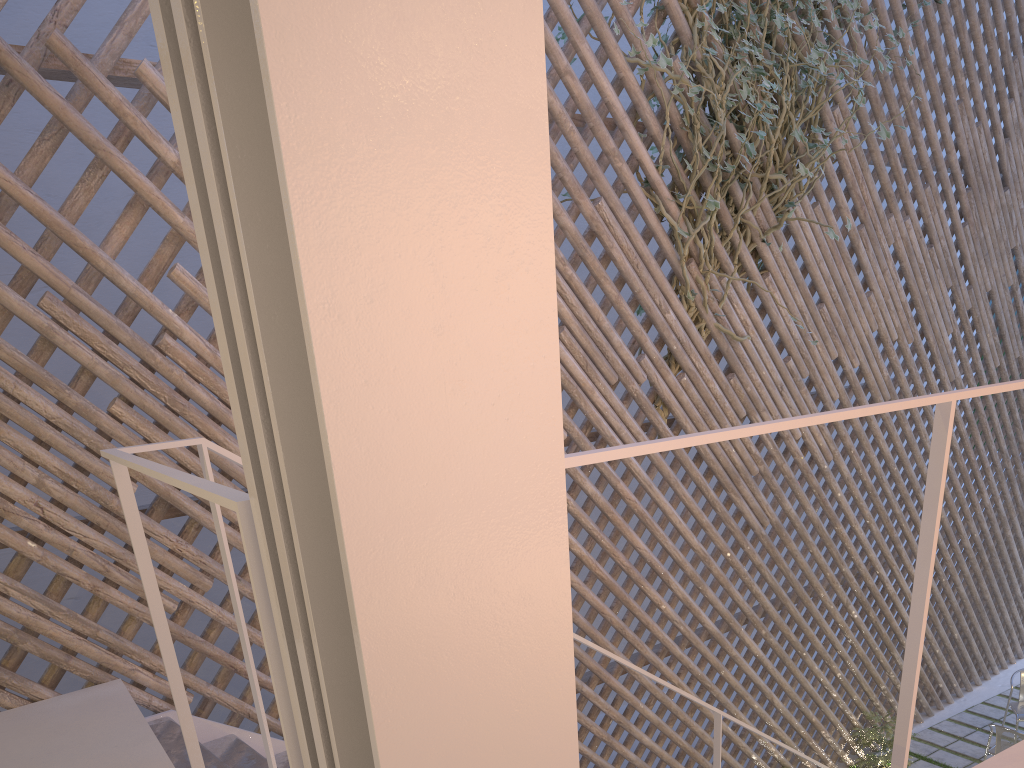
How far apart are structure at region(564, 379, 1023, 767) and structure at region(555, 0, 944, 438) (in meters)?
1.65

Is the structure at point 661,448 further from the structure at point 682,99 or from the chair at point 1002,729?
the chair at point 1002,729

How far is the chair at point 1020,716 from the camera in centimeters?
365cm

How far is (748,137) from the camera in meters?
2.6

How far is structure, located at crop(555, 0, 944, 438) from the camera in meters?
2.6

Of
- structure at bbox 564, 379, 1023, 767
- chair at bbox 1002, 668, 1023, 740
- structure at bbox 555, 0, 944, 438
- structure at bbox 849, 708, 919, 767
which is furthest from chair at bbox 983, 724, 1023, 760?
structure at bbox 564, 379, 1023, 767

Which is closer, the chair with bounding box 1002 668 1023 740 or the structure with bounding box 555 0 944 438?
the structure with bounding box 555 0 944 438

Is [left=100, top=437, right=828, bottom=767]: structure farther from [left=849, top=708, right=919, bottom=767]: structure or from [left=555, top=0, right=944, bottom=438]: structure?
[left=849, top=708, right=919, bottom=767]: structure

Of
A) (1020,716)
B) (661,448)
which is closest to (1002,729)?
(1020,716)

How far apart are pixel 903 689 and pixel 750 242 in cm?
213
